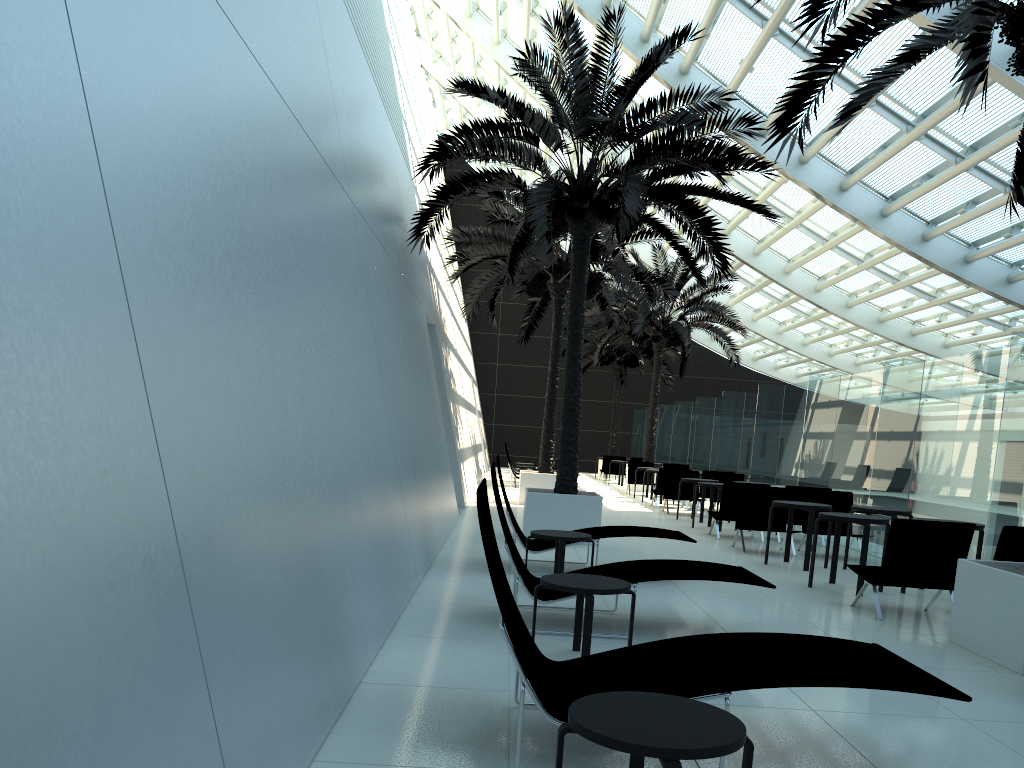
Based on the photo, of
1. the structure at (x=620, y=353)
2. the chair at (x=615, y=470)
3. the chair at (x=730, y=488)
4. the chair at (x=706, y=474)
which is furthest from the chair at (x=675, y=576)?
the structure at (x=620, y=353)

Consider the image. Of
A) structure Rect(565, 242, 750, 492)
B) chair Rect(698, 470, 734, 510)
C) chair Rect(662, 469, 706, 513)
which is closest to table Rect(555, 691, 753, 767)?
chair Rect(662, 469, 706, 513)

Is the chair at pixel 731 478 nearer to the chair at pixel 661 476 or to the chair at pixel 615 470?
the chair at pixel 661 476

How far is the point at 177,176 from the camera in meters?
3.2 m

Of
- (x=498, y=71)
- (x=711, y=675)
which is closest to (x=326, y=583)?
(x=711, y=675)

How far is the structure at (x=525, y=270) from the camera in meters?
16.5 m

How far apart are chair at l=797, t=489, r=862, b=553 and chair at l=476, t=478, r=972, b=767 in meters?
8.2

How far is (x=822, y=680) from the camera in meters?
3.4 m

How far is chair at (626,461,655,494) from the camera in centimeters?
2337cm

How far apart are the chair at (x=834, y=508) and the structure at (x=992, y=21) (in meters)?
5.11
